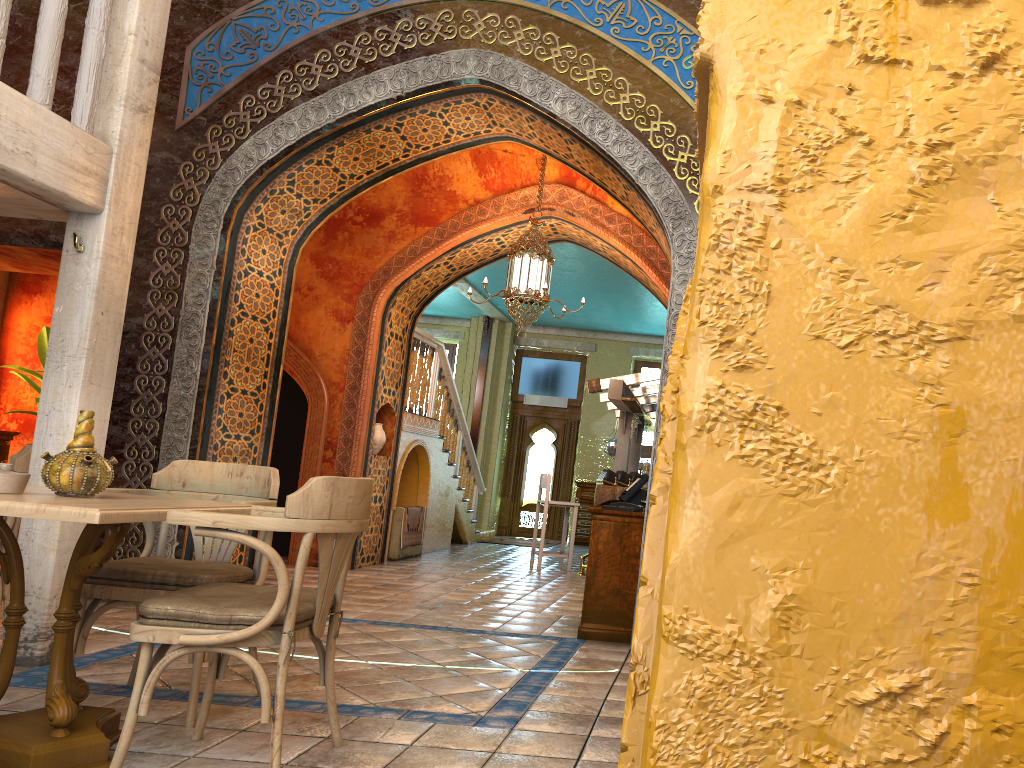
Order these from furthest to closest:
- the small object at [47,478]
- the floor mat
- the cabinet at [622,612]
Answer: the floor mat → the cabinet at [622,612] → the small object at [47,478]

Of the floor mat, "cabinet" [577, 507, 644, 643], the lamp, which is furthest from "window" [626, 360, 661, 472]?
"cabinet" [577, 507, 644, 643]

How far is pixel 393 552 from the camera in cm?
1176

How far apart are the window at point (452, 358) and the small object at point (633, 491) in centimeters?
1191cm

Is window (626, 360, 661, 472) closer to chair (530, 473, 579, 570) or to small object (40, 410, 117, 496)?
chair (530, 473, 579, 570)

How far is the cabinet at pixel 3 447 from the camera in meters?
10.6 m

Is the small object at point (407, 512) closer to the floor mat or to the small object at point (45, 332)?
the floor mat

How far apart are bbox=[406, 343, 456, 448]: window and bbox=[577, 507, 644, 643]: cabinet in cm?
1230

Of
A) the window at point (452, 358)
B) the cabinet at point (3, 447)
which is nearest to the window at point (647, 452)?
the window at point (452, 358)

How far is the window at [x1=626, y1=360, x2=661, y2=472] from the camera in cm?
1766
